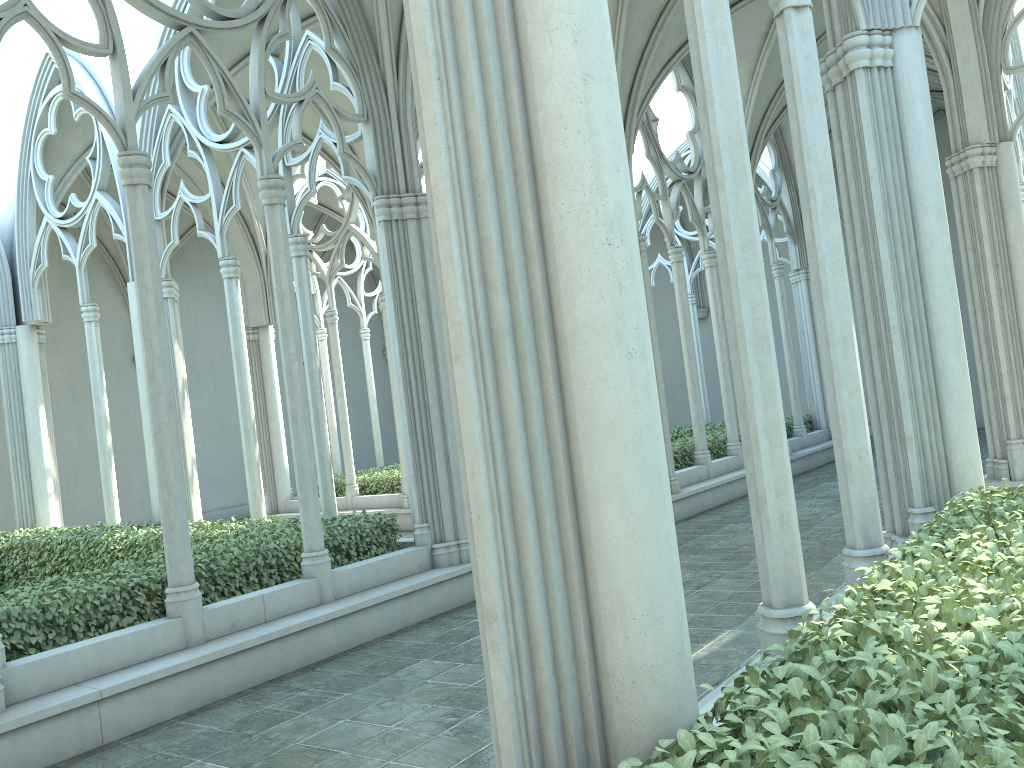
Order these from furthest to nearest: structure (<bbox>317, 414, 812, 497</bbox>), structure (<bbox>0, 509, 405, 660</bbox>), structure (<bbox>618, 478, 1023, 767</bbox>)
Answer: structure (<bbox>317, 414, 812, 497</bbox>) < structure (<bbox>0, 509, 405, 660</bbox>) < structure (<bbox>618, 478, 1023, 767</bbox>)

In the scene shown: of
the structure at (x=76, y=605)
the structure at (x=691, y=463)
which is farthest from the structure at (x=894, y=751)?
the structure at (x=691, y=463)

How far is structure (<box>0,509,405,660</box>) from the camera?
6.3 meters

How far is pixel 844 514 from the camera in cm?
494

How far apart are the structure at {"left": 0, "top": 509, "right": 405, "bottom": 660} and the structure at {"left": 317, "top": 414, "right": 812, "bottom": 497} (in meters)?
5.23

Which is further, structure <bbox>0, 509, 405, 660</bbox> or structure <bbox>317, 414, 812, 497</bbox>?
structure <bbox>317, 414, 812, 497</bbox>

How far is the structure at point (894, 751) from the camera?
2.1m

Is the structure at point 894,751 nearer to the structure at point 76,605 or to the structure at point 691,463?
the structure at point 76,605

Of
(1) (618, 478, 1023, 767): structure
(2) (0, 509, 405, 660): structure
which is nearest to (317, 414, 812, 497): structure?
(2) (0, 509, 405, 660): structure

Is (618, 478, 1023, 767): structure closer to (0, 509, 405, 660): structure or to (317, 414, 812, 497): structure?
(0, 509, 405, 660): structure
